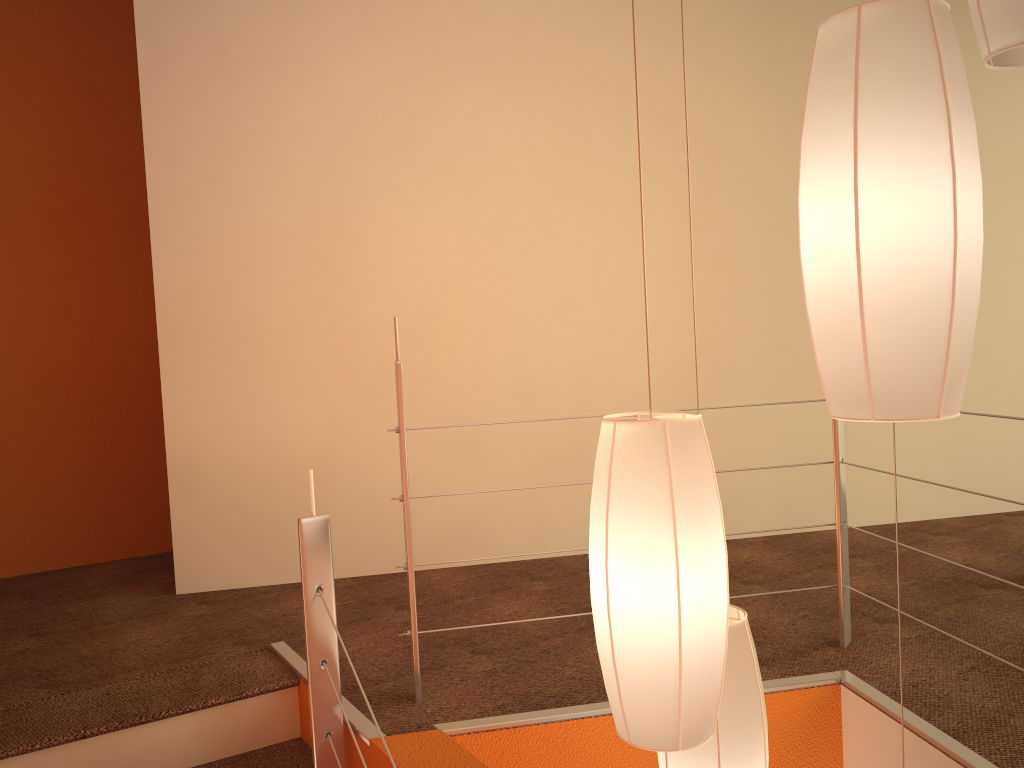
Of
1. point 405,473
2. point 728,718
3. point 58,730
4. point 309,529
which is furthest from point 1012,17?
point 58,730

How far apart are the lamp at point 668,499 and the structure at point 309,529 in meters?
0.8 m

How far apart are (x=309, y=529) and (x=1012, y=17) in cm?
153

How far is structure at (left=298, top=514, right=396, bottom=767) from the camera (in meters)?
1.89

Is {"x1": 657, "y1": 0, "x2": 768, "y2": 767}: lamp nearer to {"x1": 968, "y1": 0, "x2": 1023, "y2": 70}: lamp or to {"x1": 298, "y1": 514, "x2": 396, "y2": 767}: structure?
{"x1": 298, "y1": 514, "x2": 396, "y2": 767}: structure

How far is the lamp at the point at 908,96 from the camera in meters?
0.9

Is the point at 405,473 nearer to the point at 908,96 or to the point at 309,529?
the point at 309,529

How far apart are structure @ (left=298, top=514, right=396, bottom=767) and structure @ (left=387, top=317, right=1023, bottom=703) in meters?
0.2 m

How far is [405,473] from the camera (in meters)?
2.02

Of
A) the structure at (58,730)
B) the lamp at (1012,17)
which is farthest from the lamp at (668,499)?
the structure at (58,730)
